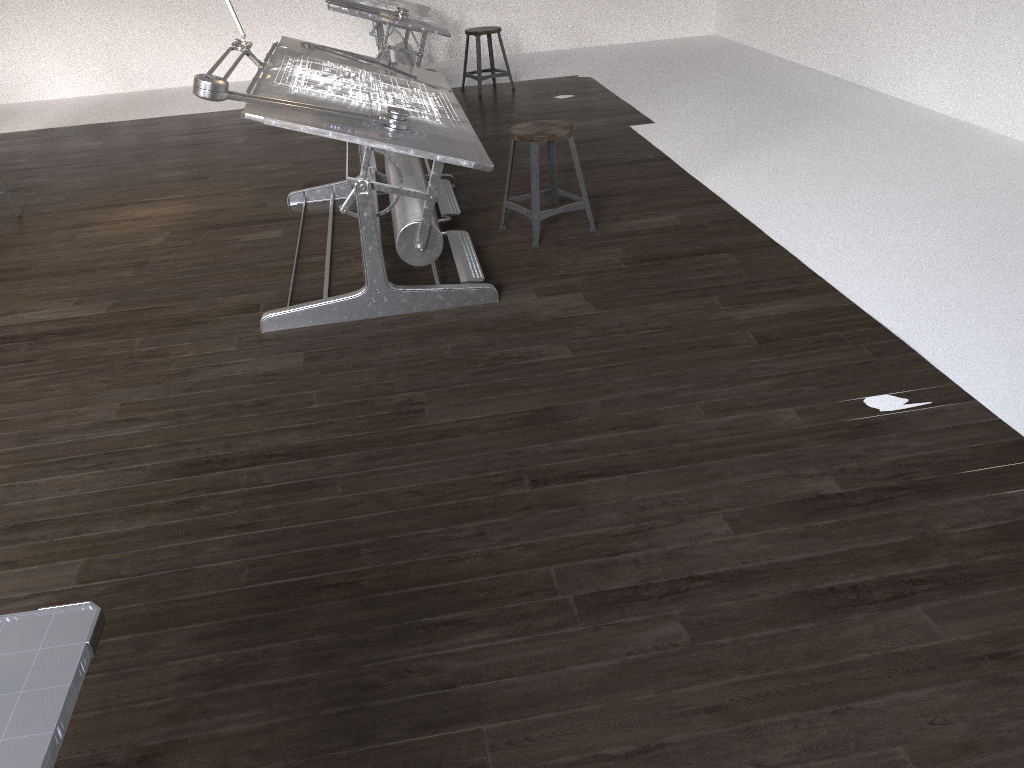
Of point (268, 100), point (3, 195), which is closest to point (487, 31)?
point (3, 195)

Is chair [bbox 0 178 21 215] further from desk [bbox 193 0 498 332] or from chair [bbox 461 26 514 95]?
chair [bbox 461 26 514 95]

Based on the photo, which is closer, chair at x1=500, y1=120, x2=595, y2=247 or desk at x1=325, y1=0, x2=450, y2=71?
chair at x1=500, y1=120, x2=595, y2=247

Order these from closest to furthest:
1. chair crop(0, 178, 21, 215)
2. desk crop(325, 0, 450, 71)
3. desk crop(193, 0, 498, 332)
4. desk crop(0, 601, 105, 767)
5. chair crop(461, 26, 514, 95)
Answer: desk crop(0, 601, 105, 767), desk crop(193, 0, 498, 332), chair crop(0, 178, 21, 215), desk crop(325, 0, 450, 71), chair crop(461, 26, 514, 95)

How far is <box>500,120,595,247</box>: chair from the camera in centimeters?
407cm

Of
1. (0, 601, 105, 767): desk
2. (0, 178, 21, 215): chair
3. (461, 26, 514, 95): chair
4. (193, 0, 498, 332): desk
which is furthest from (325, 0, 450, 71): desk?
(0, 601, 105, 767): desk

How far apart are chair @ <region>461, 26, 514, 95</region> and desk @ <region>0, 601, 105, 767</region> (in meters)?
6.94

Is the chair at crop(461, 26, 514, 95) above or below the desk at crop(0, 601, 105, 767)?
below

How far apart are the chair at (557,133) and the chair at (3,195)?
3.1m

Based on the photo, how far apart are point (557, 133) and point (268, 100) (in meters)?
1.39
